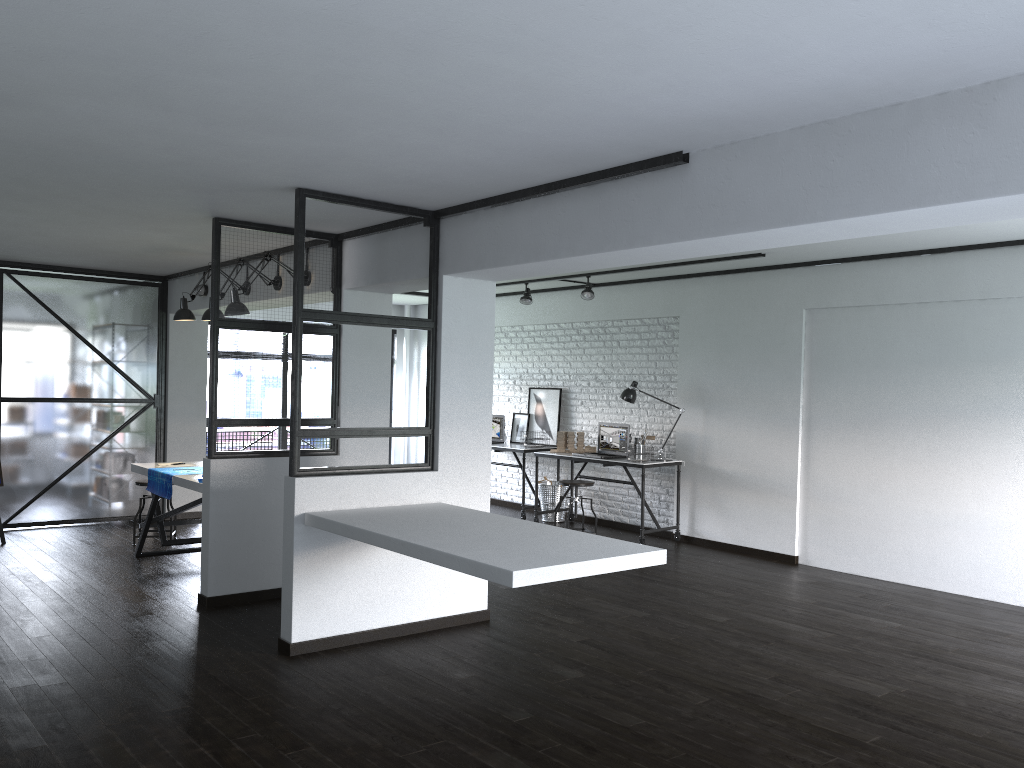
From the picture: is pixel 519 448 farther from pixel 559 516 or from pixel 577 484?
pixel 577 484

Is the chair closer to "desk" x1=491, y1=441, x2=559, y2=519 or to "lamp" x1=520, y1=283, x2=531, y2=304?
"desk" x1=491, y1=441, x2=559, y2=519

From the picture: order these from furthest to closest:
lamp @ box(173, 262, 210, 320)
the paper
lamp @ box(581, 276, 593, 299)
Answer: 1. lamp @ box(581, 276, 593, 299)
2. lamp @ box(173, 262, 210, 320)
3. the paper

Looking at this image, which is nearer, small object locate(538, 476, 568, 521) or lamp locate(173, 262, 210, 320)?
lamp locate(173, 262, 210, 320)

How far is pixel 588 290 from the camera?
8.0m

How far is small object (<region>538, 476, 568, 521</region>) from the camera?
8.83m

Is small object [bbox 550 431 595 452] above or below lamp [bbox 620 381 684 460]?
below

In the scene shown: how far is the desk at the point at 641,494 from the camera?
7.6m

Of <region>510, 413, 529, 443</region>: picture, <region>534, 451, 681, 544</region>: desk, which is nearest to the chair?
<region>534, 451, 681, 544</region>: desk

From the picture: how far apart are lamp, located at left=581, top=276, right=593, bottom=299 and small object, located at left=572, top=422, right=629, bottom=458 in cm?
123
